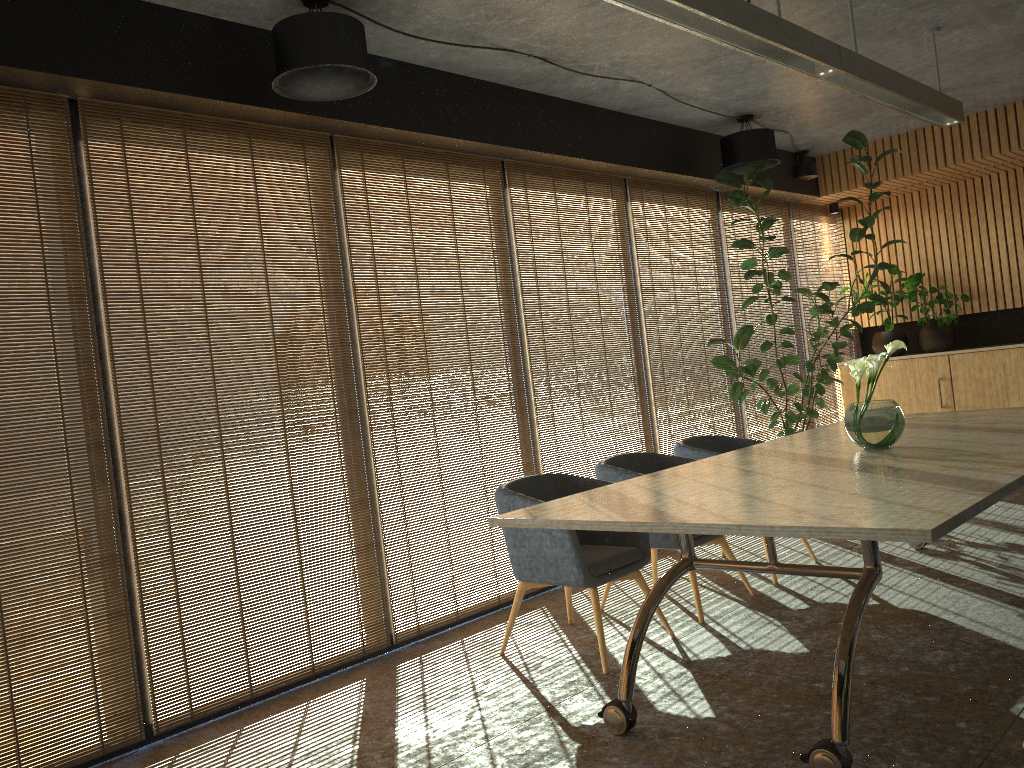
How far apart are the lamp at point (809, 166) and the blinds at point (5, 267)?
7.1m

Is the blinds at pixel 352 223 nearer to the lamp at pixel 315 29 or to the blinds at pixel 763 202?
the lamp at pixel 315 29

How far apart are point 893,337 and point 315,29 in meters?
7.6

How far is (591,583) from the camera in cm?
449

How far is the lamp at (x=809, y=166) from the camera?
9.0m

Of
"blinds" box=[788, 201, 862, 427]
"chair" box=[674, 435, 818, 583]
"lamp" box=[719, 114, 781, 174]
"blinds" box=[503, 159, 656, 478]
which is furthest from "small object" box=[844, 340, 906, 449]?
"blinds" box=[788, 201, 862, 427]

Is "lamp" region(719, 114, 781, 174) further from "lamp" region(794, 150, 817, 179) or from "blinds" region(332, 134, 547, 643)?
"blinds" region(332, 134, 547, 643)

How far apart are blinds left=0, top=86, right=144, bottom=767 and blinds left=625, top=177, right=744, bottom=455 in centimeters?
447cm

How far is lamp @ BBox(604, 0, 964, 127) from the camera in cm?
363

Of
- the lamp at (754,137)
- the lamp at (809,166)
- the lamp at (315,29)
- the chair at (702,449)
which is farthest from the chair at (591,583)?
the lamp at (809,166)
